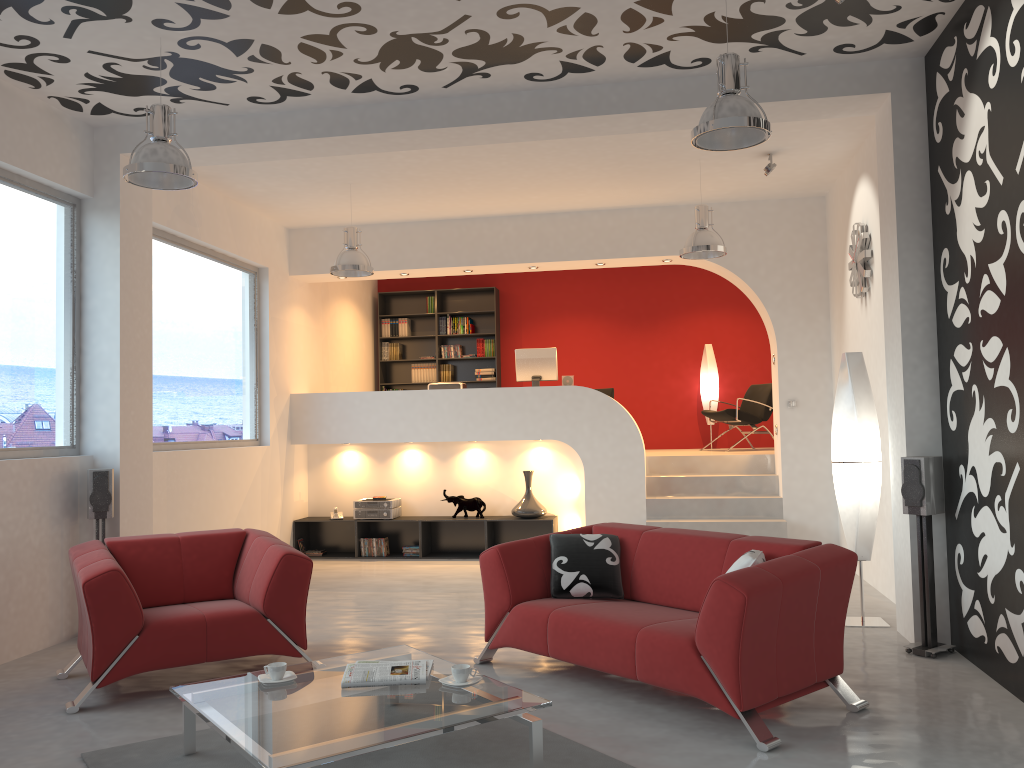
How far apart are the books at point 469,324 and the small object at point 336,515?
3.5m

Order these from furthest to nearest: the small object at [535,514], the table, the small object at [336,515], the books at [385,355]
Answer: the books at [385,355], the small object at [336,515], the small object at [535,514], the table

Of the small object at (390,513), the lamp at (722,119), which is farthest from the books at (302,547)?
the lamp at (722,119)

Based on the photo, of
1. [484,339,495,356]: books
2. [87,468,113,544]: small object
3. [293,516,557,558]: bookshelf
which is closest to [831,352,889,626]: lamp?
[293,516,557,558]: bookshelf

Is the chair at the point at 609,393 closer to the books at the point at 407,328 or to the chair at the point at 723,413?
the chair at the point at 723,413

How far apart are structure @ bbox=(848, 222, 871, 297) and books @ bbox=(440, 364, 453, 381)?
5.98m

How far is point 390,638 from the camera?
5.7 meters

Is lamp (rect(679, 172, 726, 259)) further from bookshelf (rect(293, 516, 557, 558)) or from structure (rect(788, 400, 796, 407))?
bookshelf (rect(293, 516, 557, 558))

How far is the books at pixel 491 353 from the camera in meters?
11.9 m

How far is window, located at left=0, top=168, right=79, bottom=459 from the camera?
5.6m
